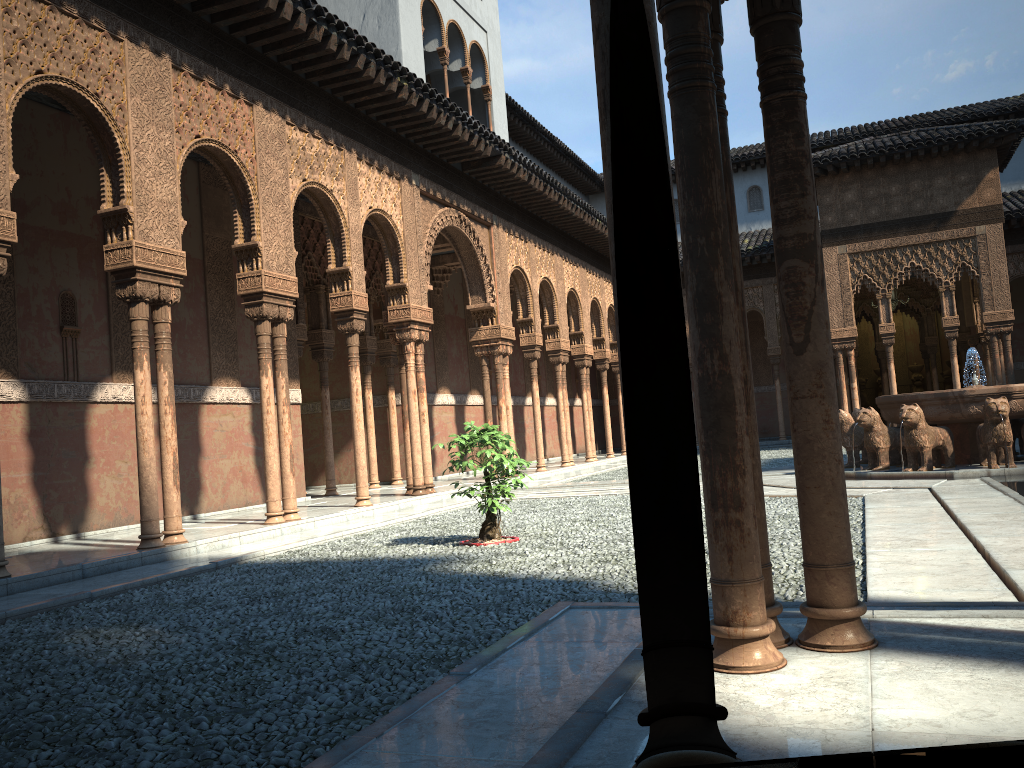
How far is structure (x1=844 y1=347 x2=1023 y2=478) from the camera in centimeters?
1250cm

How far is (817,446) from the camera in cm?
337

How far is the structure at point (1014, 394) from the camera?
12.5 meters

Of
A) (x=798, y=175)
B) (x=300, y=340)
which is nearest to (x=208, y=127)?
(x=300, y=340)

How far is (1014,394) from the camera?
12.5 meters
